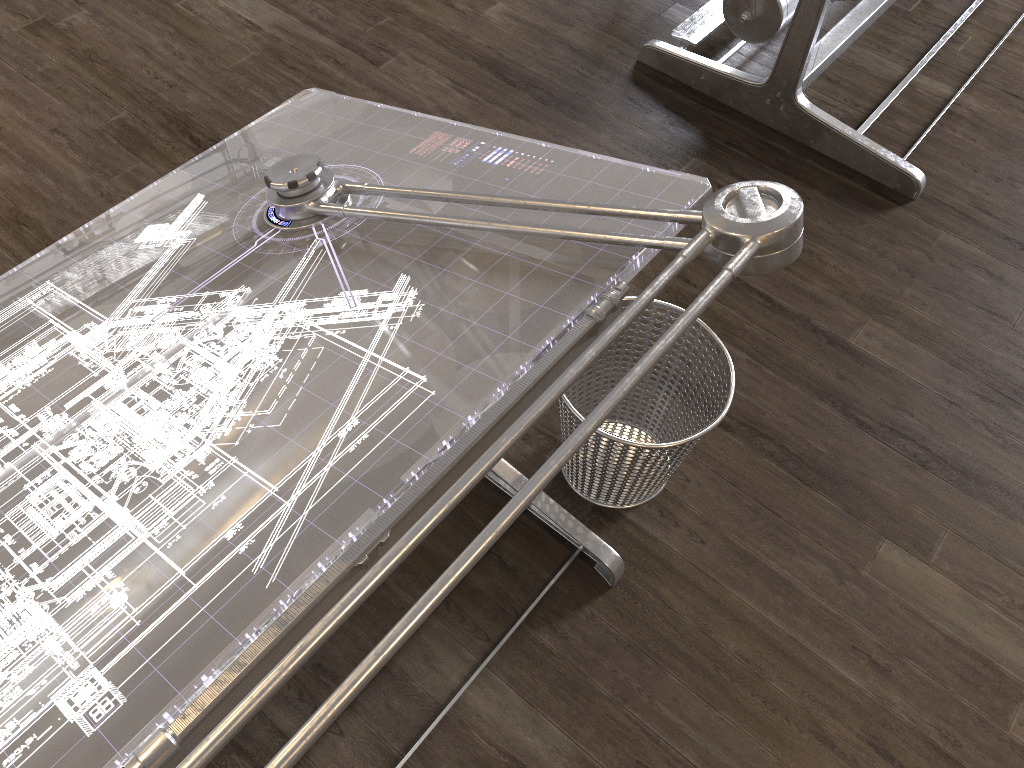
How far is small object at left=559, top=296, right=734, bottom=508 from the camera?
1.64m

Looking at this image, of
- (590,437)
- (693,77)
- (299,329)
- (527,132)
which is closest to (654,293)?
(299,329)

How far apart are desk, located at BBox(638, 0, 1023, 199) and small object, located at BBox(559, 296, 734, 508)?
1.14m

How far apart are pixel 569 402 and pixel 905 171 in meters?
1.5 m

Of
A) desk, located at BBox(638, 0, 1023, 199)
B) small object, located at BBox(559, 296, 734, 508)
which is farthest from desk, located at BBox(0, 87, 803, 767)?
desk, located at BBox(638, 0, 1023, 199)

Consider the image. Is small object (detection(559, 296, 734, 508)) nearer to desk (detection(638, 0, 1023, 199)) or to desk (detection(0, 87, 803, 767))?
desk (detection(0, 87, 803, 767))

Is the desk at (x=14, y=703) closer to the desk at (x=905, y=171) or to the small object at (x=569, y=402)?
the small object at (x=569, y=402)

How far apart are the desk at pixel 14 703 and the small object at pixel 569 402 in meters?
0.1 m

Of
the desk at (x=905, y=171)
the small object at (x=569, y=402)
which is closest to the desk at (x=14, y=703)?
the small object at (x=569, y=402)

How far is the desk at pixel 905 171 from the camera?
2.51m
